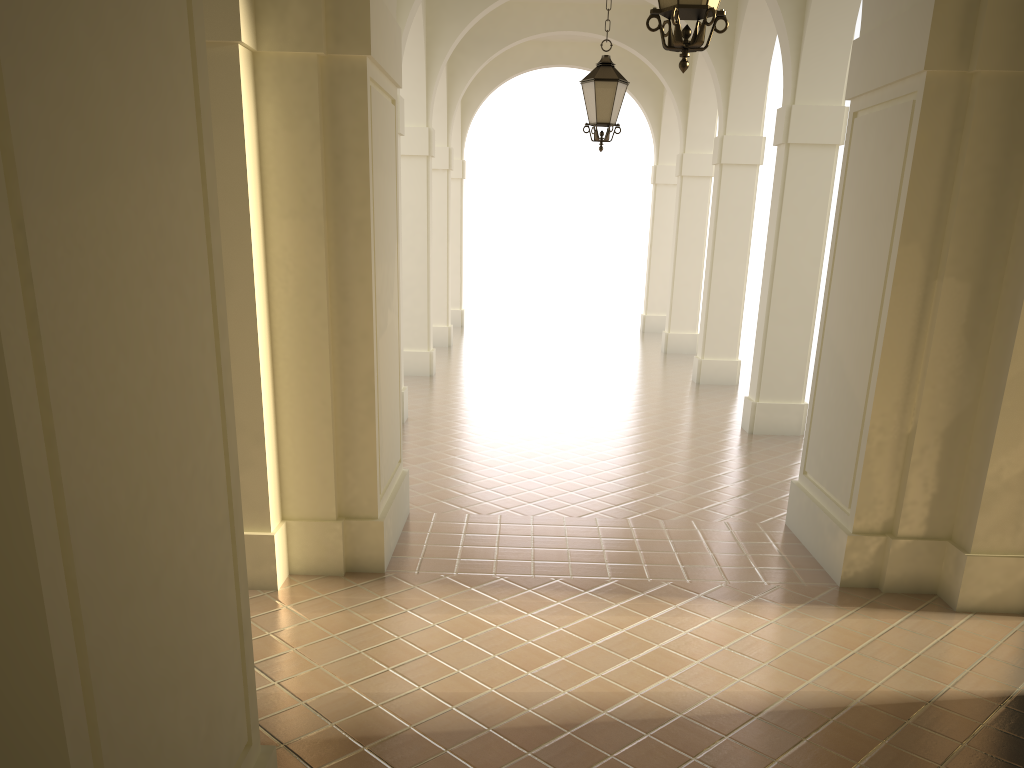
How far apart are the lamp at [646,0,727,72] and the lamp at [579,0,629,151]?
4.76m

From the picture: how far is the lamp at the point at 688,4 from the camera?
4.3 meters

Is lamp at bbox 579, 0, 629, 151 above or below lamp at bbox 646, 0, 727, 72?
above

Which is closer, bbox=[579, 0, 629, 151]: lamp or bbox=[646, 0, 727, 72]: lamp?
bbox=[646, 0, 727, 72]: lamp

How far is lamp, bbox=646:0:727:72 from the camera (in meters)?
4.32

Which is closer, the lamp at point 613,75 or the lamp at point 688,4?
the lamp at point 688,4

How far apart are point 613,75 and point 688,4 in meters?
5.0

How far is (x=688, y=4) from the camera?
4.3m

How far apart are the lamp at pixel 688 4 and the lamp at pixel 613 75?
4.76m

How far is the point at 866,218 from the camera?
6.8 meters
